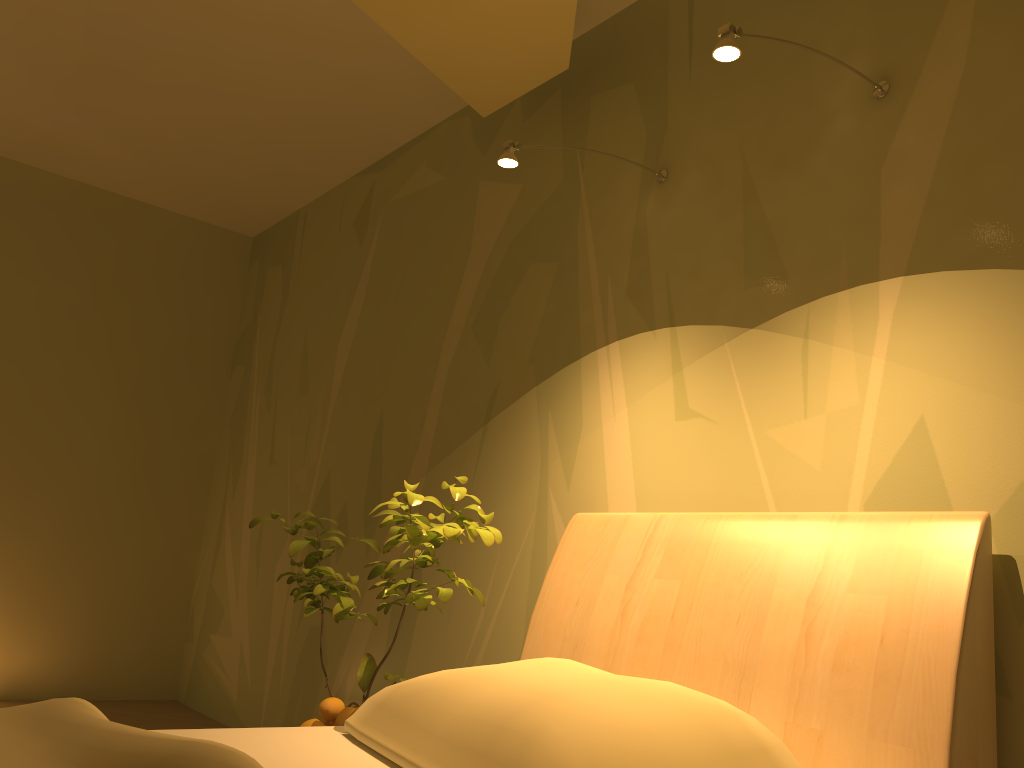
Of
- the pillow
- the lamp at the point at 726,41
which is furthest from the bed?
the lamp at the point at 726,41

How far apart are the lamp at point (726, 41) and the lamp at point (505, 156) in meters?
0.6 m

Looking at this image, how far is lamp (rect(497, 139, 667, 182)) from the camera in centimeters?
201cm

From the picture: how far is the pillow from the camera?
1.2 meters

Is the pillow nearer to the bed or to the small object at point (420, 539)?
the bed

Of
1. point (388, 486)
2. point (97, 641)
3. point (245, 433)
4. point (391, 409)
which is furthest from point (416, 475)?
point (97, 641)

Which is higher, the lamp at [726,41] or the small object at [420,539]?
the lamp at [726,41]

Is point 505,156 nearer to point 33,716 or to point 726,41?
point 726,41

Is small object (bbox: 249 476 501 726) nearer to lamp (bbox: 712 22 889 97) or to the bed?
the bed

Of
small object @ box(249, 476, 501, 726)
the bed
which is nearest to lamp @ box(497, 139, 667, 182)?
small object @ box(249, 476, 501, 726)
